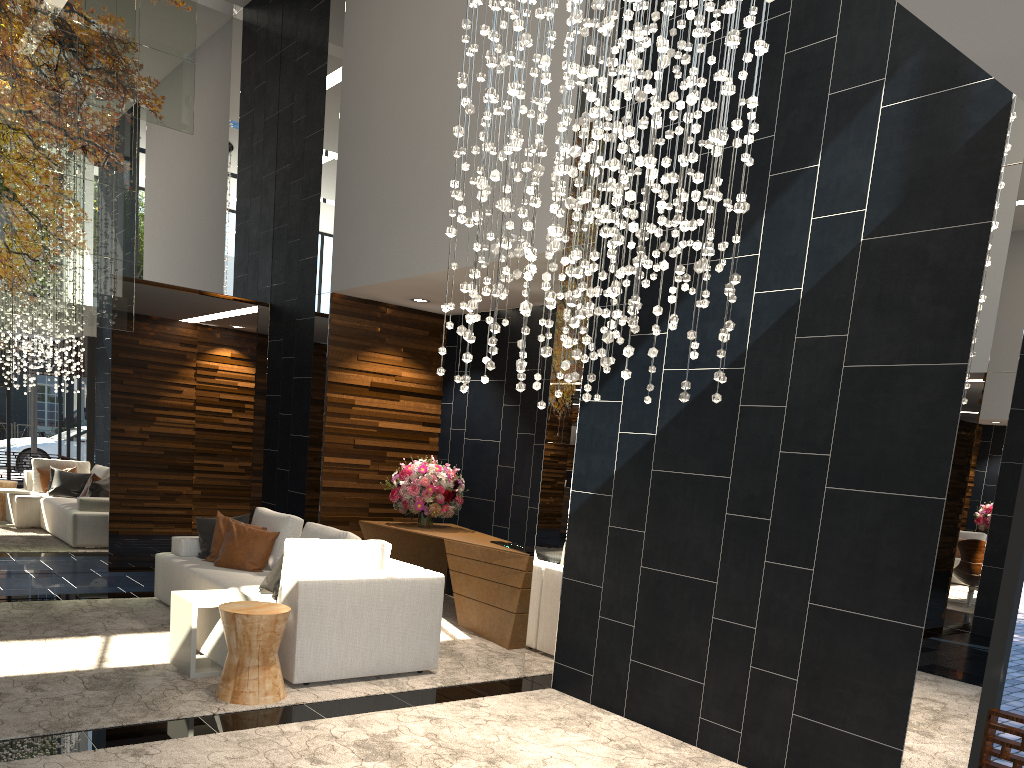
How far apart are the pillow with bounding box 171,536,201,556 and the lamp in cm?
386

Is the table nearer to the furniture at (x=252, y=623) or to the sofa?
the sofa

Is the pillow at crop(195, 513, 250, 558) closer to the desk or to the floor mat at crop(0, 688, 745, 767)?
the desk

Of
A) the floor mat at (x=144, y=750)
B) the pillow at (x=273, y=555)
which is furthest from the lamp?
the pillow at (x=273, y=555)

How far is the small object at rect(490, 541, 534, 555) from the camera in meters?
6.6 m

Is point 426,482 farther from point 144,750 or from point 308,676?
point 144,750

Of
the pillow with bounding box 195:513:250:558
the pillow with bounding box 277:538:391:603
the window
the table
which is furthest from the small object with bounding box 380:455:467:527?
the window

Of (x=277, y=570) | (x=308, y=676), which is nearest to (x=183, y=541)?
(x=277, y=570)

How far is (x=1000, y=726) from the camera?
3.3m

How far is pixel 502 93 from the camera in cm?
370
